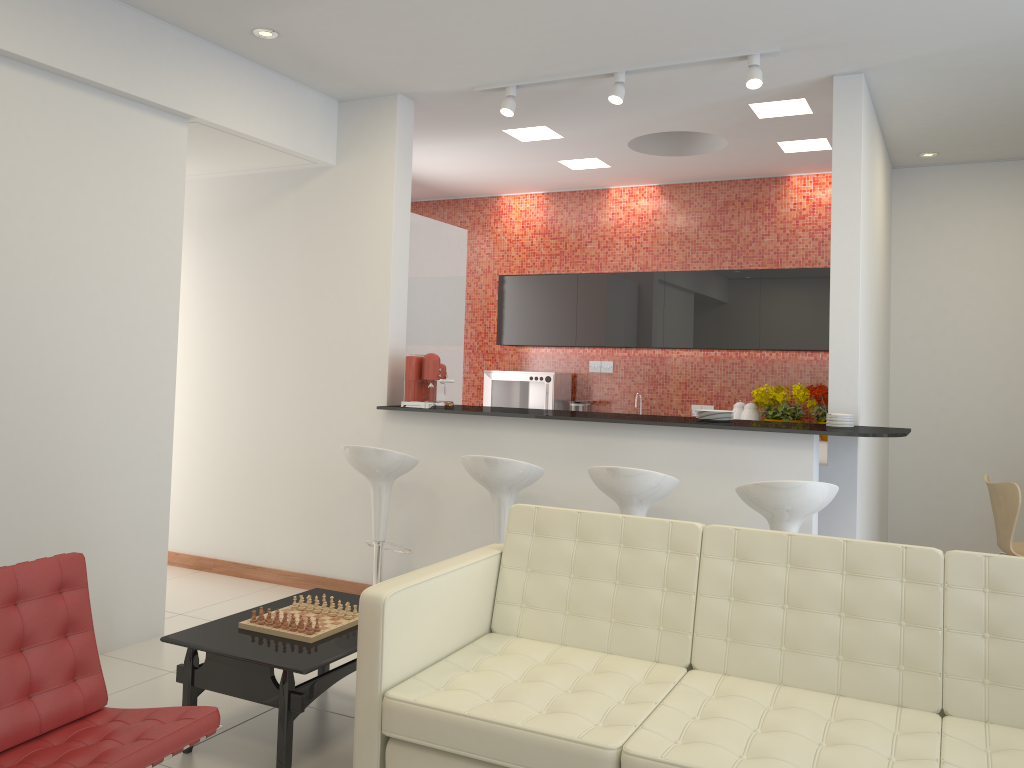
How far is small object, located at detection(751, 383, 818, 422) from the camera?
7.0m

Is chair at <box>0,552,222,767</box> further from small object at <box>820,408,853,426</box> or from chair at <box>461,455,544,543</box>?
small object at <box>820,408,853,426</box>

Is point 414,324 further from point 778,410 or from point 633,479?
point 778,410

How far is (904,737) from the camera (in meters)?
2.58

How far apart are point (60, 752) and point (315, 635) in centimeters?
102cm

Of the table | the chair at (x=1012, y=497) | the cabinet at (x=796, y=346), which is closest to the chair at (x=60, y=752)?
the table

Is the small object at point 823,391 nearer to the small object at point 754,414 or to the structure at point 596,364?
the small object at point 754,414

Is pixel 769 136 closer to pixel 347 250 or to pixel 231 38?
pixel 347 250

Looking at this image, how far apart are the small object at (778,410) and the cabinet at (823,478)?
0.44m

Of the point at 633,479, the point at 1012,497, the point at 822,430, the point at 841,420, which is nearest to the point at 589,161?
the point at 841,420
